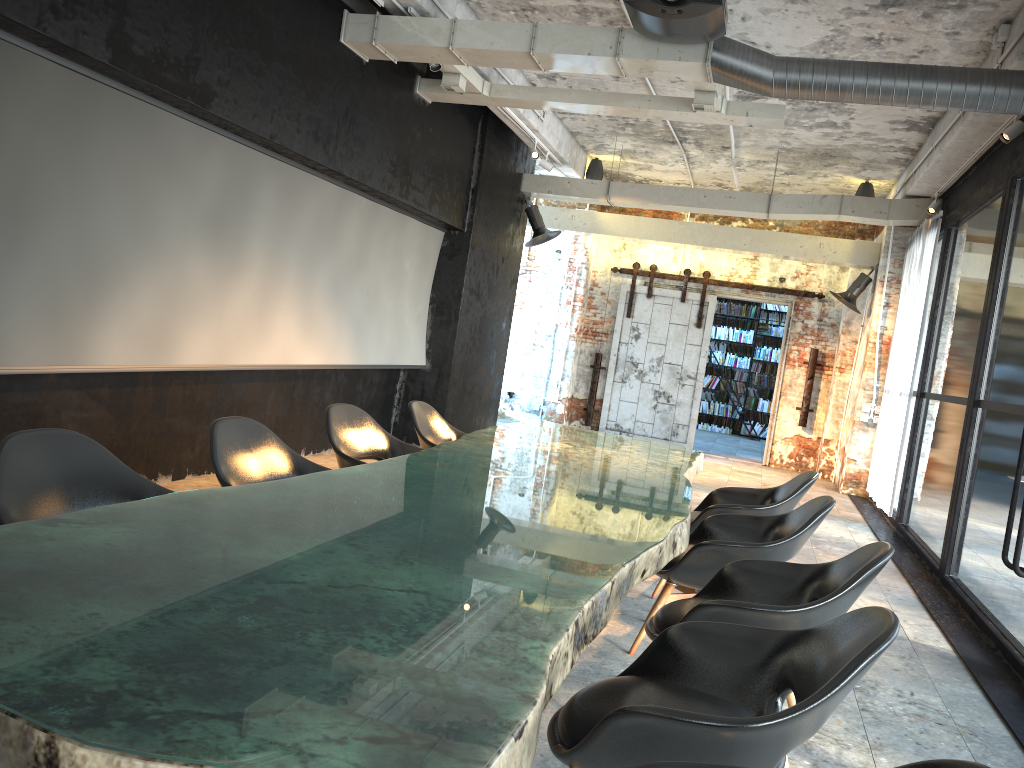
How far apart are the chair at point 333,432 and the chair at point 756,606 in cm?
176

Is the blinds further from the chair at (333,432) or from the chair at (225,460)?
the chair at (225,460)

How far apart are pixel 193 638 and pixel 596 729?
0.96m

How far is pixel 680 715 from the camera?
1.9 meters

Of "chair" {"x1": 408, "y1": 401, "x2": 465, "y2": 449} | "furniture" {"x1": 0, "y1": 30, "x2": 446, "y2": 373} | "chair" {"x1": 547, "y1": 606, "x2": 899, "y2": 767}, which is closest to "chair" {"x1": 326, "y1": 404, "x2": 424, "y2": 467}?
"chair" {"x1": 408, "y1": 401, "x2": 465, "y2": 449}

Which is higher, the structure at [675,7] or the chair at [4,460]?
Answer: the structure at [675,7]

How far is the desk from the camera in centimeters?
120cm

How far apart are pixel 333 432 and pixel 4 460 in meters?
2.1

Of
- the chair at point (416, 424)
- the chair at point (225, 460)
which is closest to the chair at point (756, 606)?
the chair at point (225, 460)

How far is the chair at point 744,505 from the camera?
4.8m
